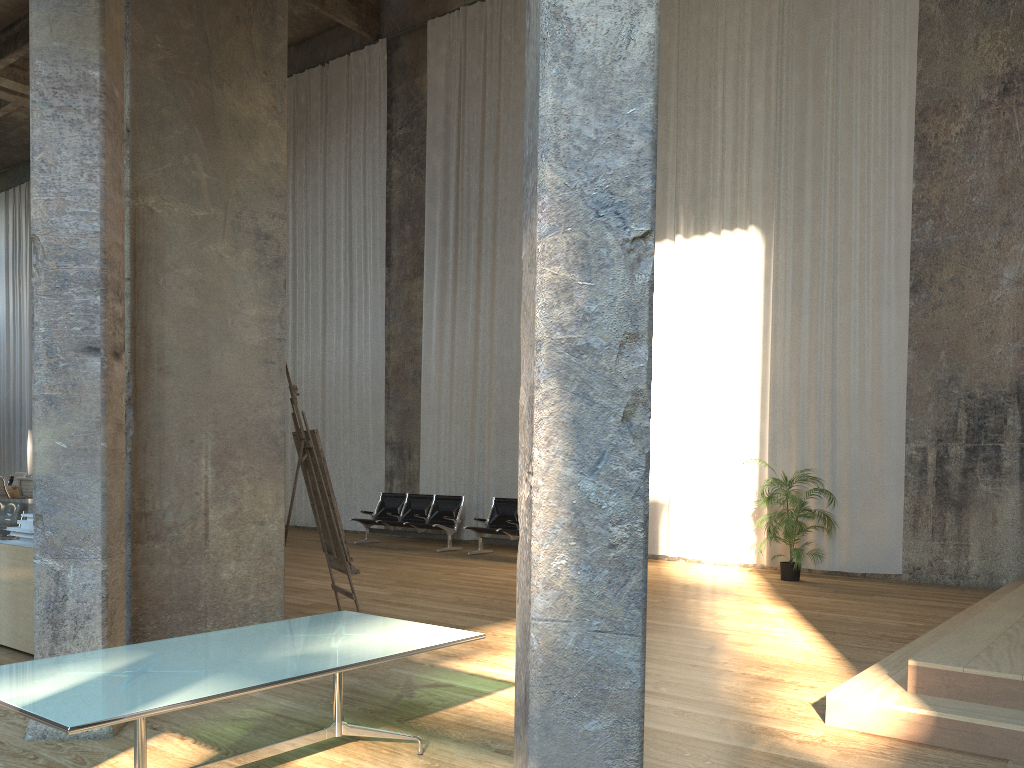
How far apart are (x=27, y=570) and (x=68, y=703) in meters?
3.5 m

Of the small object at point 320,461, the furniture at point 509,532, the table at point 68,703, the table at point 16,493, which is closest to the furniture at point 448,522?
the furniture at point 509,532

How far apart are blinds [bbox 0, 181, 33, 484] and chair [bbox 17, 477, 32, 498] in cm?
1235

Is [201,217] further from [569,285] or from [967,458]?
[967,458]

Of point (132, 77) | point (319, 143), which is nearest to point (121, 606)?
point (132, 77)

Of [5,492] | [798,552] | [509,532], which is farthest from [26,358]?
[798,552]

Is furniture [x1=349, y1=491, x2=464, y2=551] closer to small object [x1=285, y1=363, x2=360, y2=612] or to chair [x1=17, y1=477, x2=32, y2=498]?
chair [x1=17, y1=477, x2=32, y2=498]

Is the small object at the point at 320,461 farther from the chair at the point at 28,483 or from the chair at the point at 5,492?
the chair at the point at 5,492

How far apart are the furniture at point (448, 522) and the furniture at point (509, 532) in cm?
58

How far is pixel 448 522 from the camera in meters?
13.3 m
